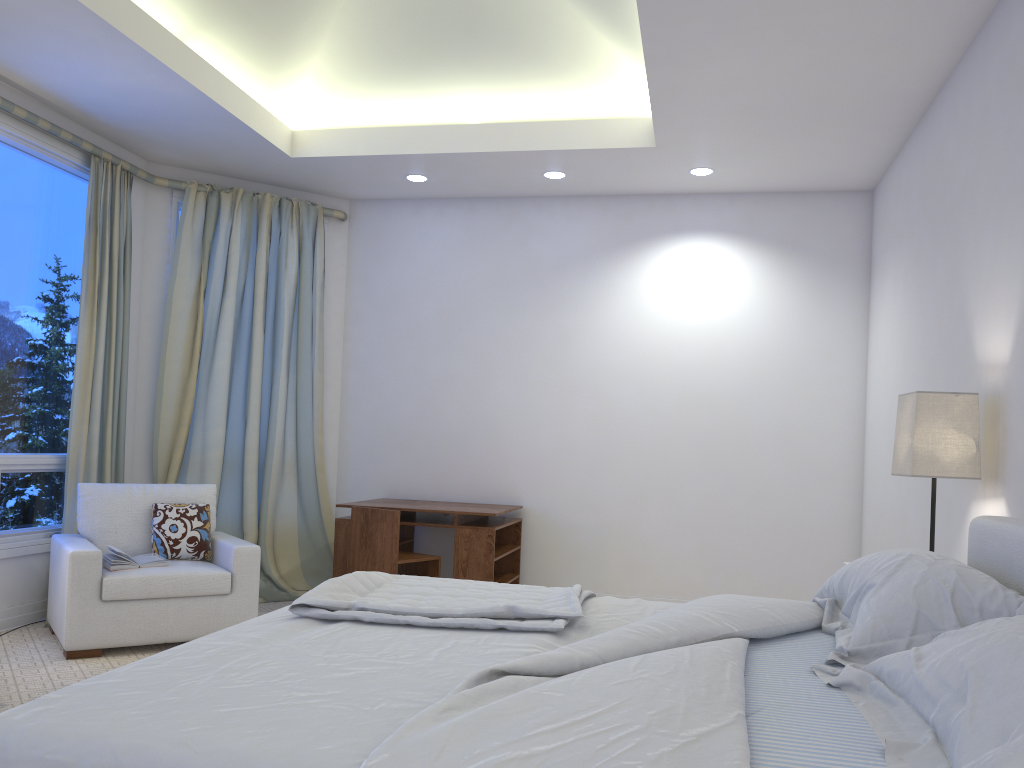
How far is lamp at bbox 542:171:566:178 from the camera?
5.0m

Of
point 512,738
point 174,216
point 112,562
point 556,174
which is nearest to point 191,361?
point 174,216

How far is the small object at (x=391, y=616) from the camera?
2.0 meters

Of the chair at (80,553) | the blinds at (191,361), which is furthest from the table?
the chair at (80,553)

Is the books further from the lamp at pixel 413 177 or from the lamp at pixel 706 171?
the lamp at pixel 706 171

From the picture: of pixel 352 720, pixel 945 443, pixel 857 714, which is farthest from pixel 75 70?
pixel 857 714

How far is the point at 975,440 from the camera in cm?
277

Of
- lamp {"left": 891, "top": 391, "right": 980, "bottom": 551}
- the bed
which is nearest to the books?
the bed

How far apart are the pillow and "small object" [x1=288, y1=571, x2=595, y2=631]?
1.9 meters

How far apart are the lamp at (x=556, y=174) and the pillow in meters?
2.6
